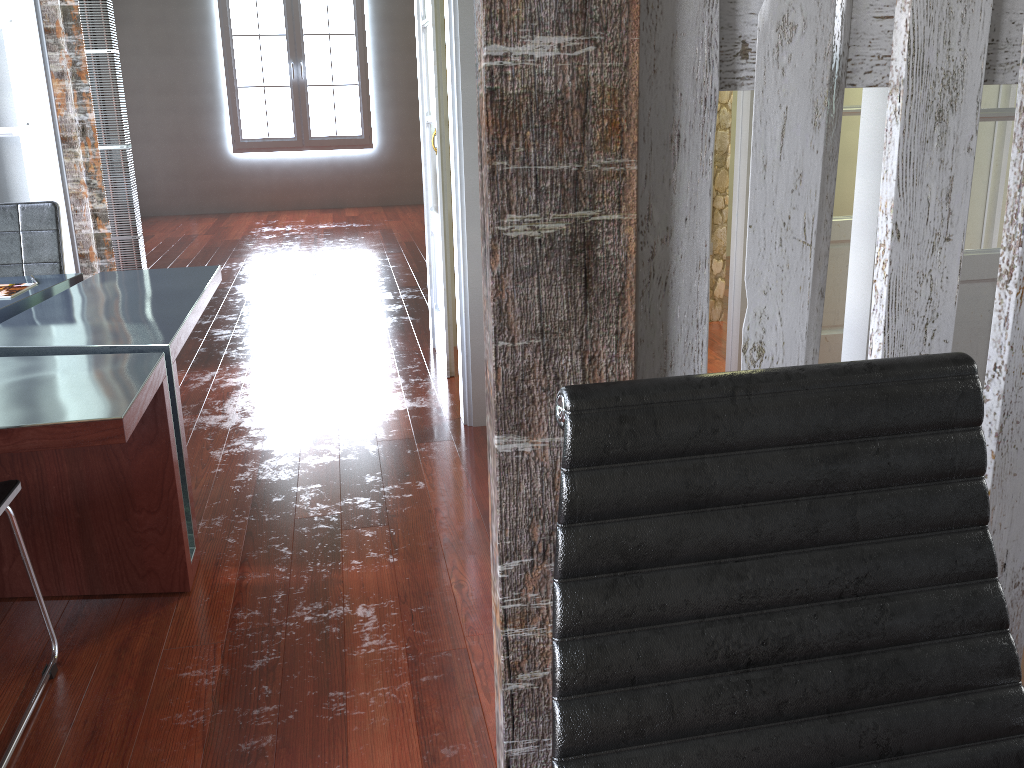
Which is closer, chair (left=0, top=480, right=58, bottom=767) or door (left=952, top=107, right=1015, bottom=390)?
chair (left=0, top=480, right=58, bottom=767)

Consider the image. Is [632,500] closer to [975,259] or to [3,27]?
[975,259]

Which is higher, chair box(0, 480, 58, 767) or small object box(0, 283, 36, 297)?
small object box(0, 283, 36, 297)

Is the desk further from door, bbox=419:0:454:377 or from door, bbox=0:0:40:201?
door, bbox=419:0:454:377

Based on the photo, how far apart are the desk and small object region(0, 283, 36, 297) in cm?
4

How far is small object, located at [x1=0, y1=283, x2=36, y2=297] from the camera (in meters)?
2.96

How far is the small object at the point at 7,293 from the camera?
3.0m

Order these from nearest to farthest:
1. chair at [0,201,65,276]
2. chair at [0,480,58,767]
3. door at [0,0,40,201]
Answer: chair at [0,480,58,767], chair at [0,201,65,276], door at [0,0,40,201]

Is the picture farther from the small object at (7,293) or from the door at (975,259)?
the door at (975,259)

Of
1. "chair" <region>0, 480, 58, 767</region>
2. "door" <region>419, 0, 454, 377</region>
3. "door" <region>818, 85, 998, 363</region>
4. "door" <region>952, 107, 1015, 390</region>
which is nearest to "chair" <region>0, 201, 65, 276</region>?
"door" <region>419, 0, 454, 377</region>
